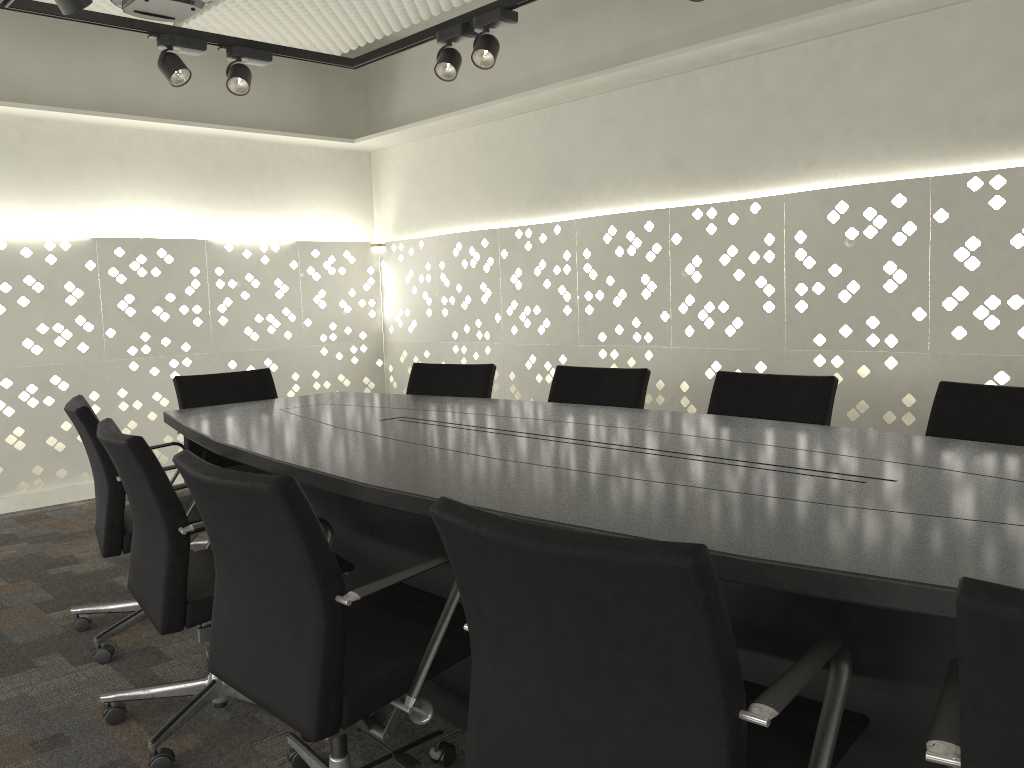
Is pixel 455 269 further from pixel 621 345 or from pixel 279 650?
pixel 279 650

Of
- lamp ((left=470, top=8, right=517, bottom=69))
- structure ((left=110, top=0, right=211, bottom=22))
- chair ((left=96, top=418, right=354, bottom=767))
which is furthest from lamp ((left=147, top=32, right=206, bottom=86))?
chair ((left=96, top=418, right=354, bottom=767))

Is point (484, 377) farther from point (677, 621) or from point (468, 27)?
point (677, 621)

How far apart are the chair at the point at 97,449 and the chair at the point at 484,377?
1.1m

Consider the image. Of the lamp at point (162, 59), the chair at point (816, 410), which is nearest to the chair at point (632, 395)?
the chair at point (816, 410)

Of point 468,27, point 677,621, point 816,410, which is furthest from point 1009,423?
point 468,27

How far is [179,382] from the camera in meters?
3.5

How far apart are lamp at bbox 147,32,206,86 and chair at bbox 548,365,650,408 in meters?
1.8 m

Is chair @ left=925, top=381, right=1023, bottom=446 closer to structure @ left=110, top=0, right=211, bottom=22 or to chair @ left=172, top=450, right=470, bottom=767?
chair @ left=172, top=450, right=470, bottom=767

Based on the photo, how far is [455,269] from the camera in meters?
5.3 m
